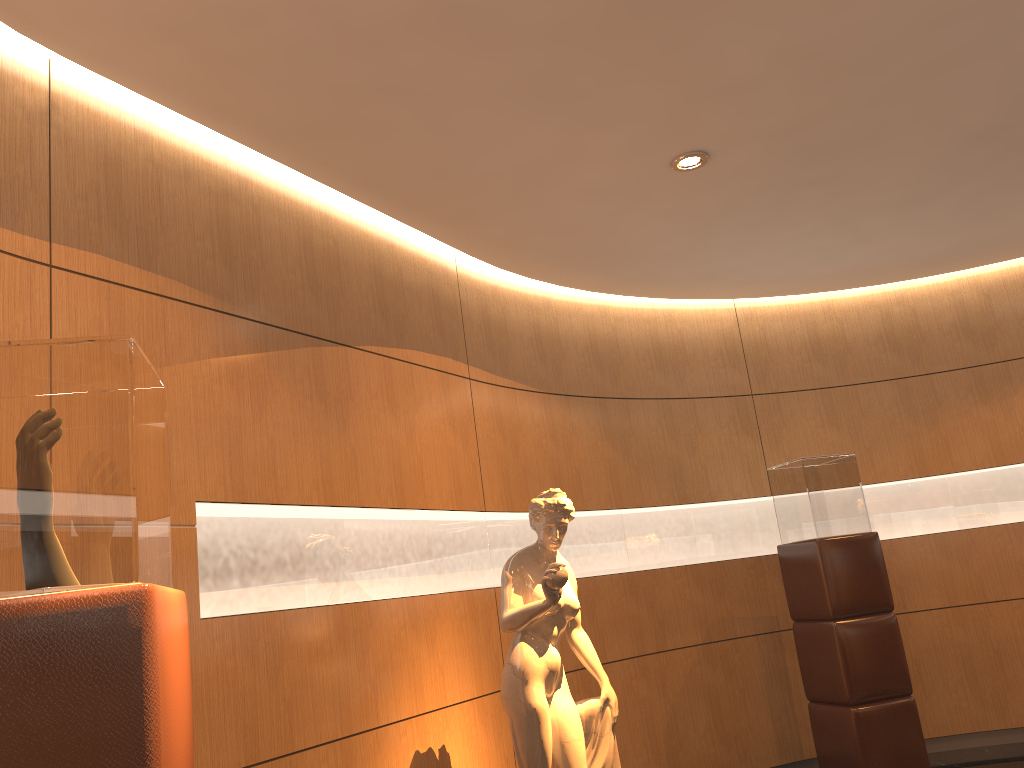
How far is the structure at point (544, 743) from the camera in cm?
367

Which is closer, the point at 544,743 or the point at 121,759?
the point at 121,759

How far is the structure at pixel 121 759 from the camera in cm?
158

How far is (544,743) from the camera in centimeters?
367cm

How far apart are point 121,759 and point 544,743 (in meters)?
2.40

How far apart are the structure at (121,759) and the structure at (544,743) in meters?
1.8 m

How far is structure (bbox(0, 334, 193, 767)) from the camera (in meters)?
1.58

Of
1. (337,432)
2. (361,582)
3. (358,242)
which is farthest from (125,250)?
(361,582)

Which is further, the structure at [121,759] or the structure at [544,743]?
the structure at [544,743]
